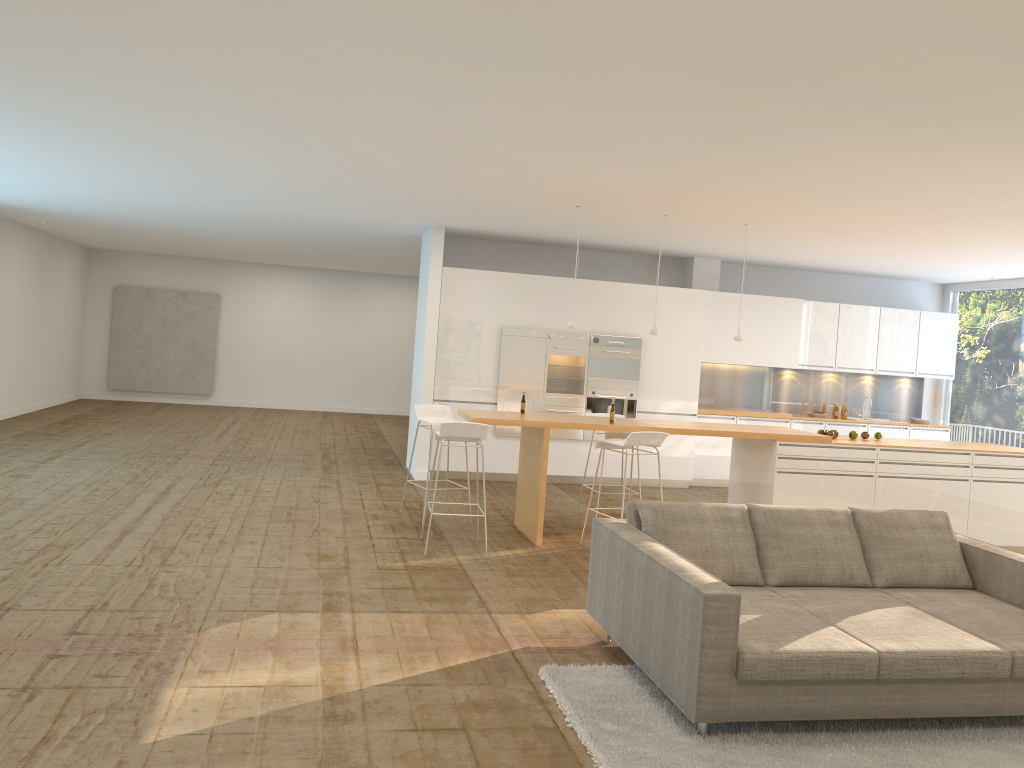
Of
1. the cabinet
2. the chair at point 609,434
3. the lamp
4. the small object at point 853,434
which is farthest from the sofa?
the cabinet

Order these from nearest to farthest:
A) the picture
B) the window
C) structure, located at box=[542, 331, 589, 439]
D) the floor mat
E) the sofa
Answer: the floor mat → the sofa → structure, located at box=[542, 331, 589, 439] → the window → the picture

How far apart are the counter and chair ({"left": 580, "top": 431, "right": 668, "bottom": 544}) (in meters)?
0.14

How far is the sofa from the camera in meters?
3.8 m

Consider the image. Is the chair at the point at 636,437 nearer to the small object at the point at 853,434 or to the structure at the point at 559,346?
the small object at the point at 853,434

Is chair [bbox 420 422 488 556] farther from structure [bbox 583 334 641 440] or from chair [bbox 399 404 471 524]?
structure [bbox 583 334 641 440]

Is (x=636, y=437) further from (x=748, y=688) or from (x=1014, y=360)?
(x=1014, y=360)

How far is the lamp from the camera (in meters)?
8.42

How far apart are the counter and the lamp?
0.9 meters

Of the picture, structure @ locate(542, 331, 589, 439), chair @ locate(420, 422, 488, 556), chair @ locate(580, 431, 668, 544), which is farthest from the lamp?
the picture
